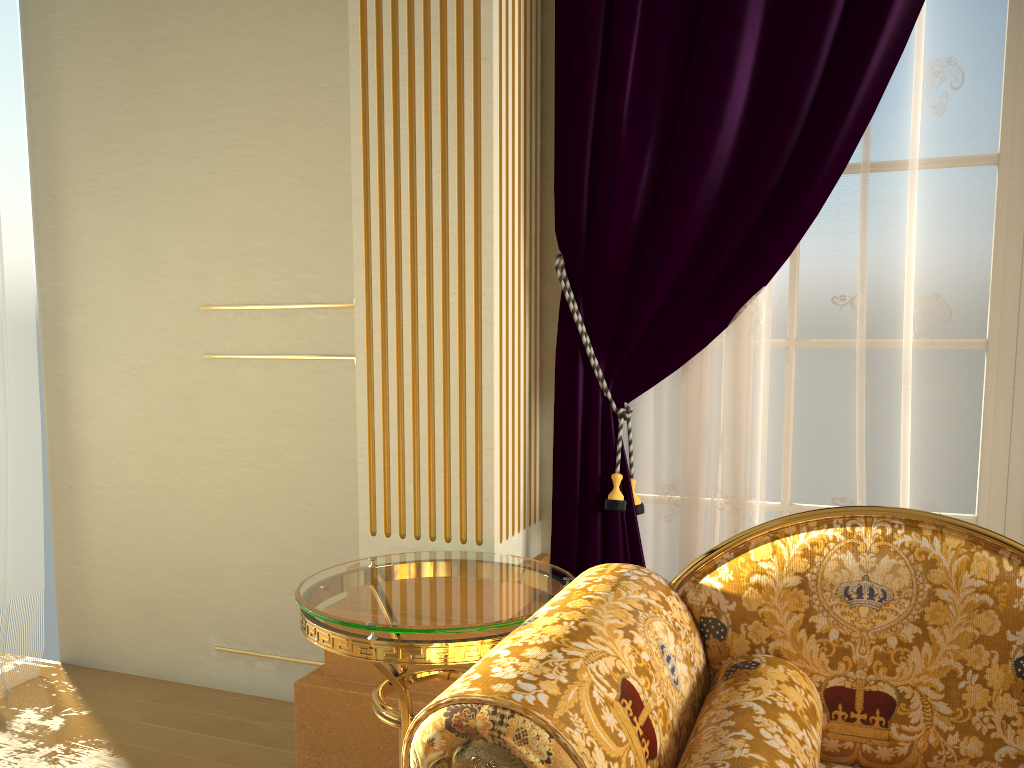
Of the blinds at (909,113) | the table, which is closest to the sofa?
the table

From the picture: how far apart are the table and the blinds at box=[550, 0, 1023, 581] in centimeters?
24cm

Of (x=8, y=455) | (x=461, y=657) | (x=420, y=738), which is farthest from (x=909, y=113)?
(x=8, y=455)

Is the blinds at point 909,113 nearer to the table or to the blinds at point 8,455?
the table

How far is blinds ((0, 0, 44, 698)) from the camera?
2.8 meters

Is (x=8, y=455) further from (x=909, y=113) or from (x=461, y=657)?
(x=909, y=113)

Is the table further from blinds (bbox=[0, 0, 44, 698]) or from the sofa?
blinds (bbox=[0, 0, 44, 698])

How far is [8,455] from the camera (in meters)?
2.82

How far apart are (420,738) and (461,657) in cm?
53

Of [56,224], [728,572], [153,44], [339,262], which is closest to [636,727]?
[728,572]
